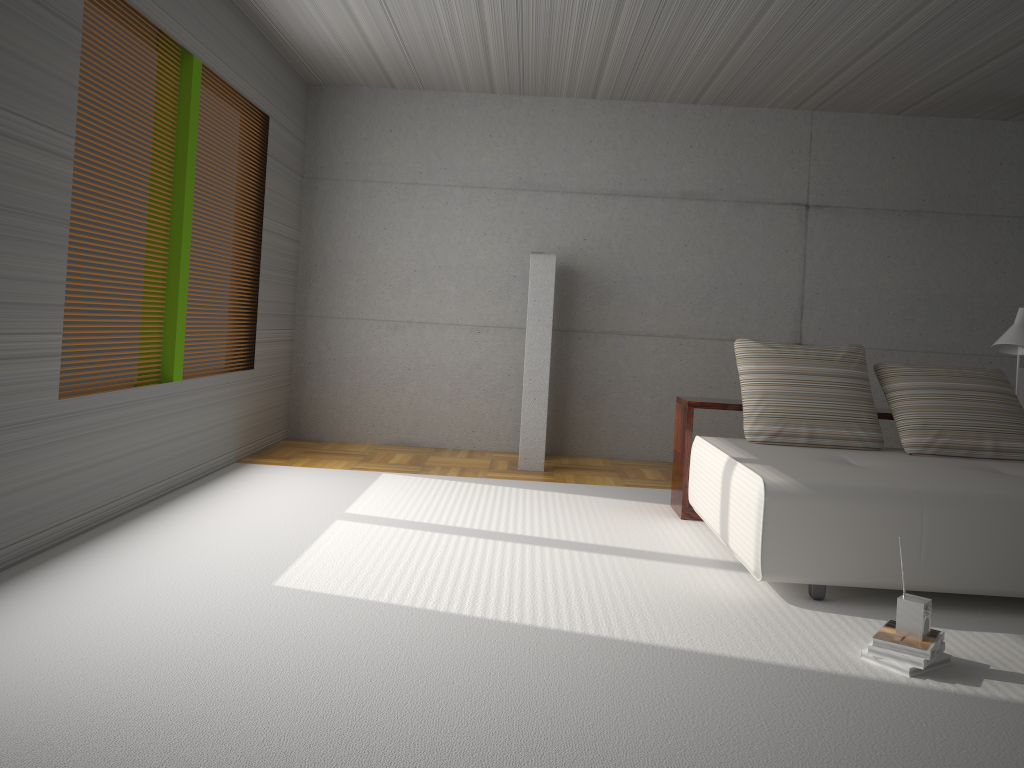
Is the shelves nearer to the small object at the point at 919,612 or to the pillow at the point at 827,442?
the pillow at the point at 827,442

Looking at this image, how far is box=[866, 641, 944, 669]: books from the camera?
3.1m

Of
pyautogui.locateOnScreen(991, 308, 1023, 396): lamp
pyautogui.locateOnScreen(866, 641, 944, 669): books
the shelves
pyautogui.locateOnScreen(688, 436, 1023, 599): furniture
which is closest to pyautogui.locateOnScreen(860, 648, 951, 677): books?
pyautogui.locateOnScreen(866, 641, 944, 669): books

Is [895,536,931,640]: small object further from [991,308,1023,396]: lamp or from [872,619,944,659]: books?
[991,308,1023,396]: lamp

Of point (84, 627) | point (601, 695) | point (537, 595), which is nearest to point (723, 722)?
point (601, 695)

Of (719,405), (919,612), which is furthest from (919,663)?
(719,405)

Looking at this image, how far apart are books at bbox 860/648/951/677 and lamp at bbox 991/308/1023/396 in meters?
3.0 m

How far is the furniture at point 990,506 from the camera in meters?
3.8 m

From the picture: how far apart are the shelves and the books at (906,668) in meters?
2.2 m

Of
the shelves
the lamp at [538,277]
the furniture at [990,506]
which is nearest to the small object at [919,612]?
the furniture at [990,506]
